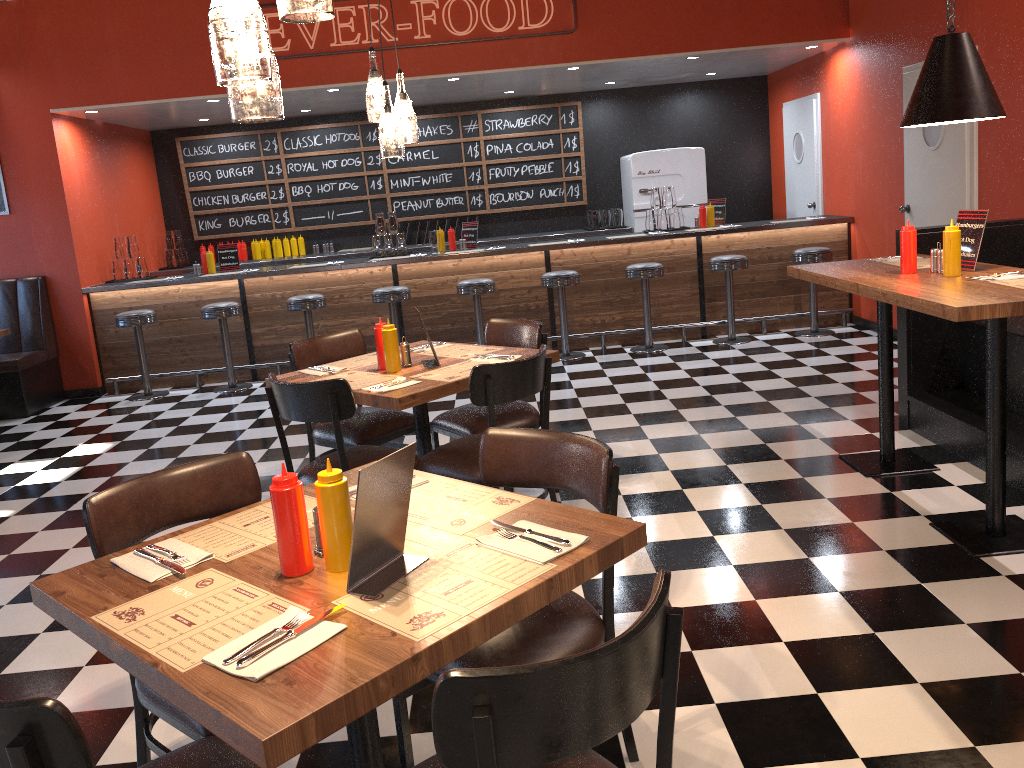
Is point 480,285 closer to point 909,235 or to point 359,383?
point 359,383

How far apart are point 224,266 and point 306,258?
1.3m

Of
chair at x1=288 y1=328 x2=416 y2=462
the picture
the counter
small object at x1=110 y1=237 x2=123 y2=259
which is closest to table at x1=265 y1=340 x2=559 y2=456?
chair at x1=288 y1=328 x2=416 y2=462

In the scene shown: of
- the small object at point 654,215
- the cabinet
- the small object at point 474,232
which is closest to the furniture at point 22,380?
the cabinet

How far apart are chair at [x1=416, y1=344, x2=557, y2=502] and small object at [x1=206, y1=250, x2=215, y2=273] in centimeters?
531cm

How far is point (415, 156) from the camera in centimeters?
993cm

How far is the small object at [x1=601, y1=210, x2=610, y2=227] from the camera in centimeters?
968cm

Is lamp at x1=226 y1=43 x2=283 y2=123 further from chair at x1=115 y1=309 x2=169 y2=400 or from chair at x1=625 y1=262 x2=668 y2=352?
chair at x1=115 y1=309 x2=169 y2=400

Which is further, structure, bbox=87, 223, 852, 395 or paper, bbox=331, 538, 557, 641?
structure, bbox=87, 223, 852, 395

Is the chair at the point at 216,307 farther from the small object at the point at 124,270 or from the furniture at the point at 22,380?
the furniture at the point at 22,380
